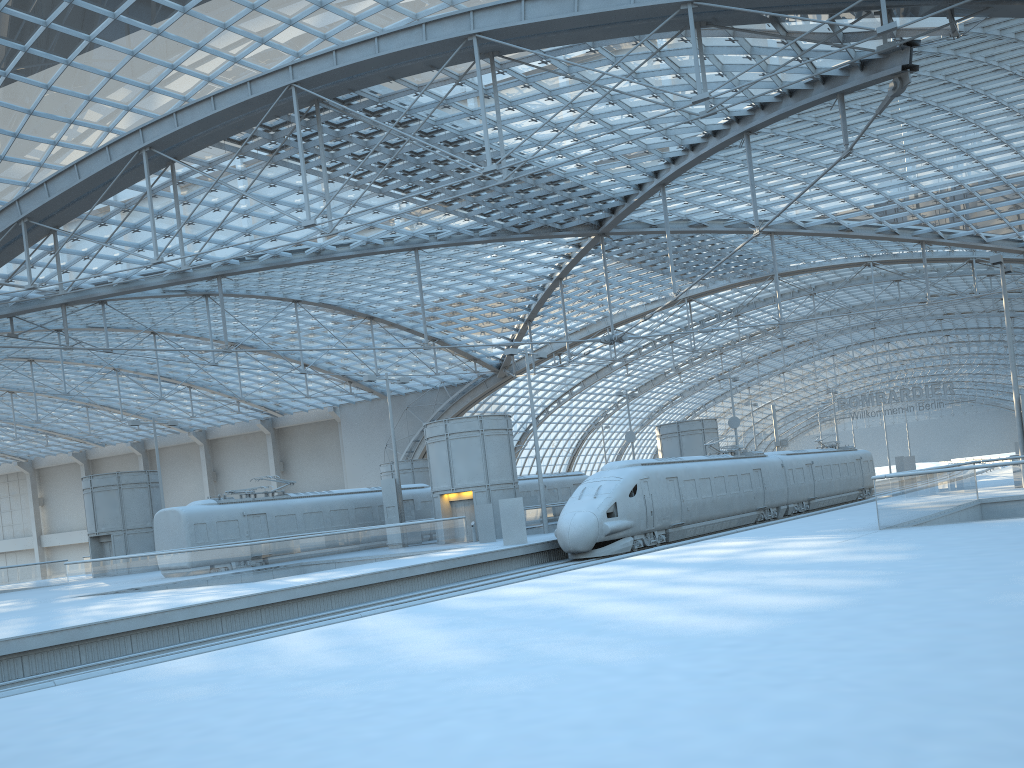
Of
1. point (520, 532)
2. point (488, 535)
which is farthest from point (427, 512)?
point (520, 532)

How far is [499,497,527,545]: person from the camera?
31.0 meters

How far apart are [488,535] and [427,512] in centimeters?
937cm

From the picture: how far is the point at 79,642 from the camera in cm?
1802

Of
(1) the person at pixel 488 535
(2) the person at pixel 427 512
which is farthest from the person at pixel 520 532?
(2) the person at pixel 427 512

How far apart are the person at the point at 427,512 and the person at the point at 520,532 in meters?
13.6

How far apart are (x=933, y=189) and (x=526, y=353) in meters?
26.7

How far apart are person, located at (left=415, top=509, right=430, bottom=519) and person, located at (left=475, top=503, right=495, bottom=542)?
9.15m

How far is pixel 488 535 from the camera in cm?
3532

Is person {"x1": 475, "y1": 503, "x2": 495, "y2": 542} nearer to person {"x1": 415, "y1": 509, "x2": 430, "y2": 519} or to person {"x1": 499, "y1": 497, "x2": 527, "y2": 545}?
person {"x1": 499, "y1": 497, "x2": 527, "y2": 545}
